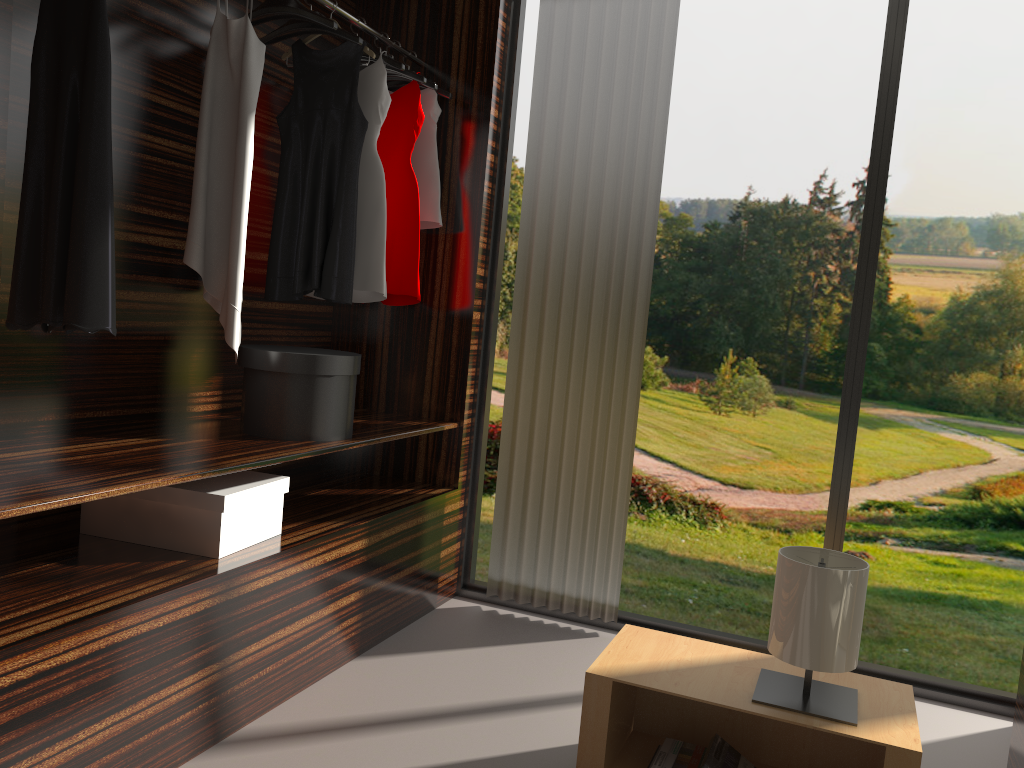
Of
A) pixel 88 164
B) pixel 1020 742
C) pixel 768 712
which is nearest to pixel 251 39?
pixel 88 164

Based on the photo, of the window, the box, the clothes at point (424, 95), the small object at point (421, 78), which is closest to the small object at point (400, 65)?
the small object at point (421, 78)

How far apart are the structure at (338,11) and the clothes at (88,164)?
0.98m

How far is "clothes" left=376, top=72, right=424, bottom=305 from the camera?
3.2 meters

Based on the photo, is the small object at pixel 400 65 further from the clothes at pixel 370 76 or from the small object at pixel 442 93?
the small object at pixel 442 93

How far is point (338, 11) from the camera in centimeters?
285cm

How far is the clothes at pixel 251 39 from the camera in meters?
2.4

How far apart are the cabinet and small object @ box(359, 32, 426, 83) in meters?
2.6

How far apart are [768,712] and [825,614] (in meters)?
0.25

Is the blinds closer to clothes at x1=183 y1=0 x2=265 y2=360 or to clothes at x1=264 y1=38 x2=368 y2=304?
clothes at x1=264 y1=38 x2=368 y2=304
